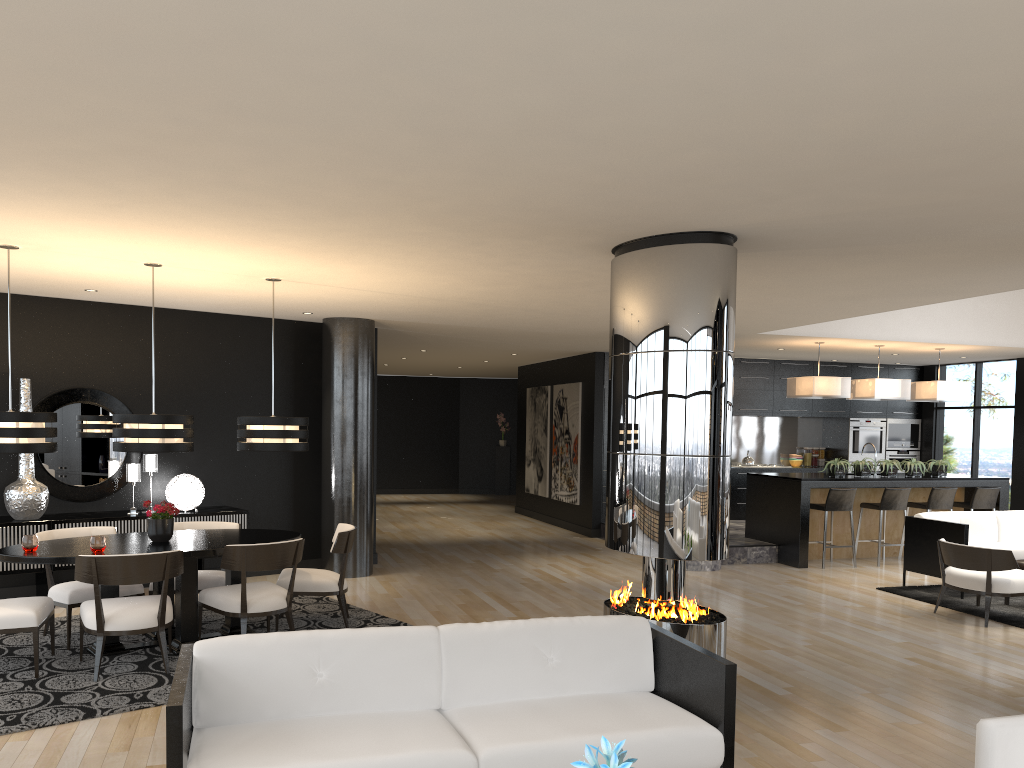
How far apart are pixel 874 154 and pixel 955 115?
0.5m

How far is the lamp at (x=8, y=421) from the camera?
5.5 meters

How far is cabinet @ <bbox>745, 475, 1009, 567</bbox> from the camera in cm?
1036

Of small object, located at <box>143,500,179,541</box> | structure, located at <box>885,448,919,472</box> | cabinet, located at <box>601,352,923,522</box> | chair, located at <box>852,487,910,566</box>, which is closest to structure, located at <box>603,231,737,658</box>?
small object, located at <box>143,500,179,541</box>

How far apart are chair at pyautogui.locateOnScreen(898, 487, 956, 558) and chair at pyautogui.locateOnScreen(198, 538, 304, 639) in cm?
805

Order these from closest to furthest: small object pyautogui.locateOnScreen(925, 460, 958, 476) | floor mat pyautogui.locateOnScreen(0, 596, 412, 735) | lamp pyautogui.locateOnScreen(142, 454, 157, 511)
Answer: floor mat pyautogui.locateOnScreen(0, 596, 412, 735) → lamp pyautogui.locateOnScreen(142, 454, 157, 511) → small object pyautogui.locateOnScreen(925, 460, 958, 476)

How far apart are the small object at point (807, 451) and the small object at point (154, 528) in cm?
1108

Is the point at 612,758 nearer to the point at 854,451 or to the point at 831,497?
the point at 831,497

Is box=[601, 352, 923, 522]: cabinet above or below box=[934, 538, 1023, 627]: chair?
above

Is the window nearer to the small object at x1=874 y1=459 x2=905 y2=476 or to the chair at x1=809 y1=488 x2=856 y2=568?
the small object at x1=874 y1=459 x2=905 y2=476
